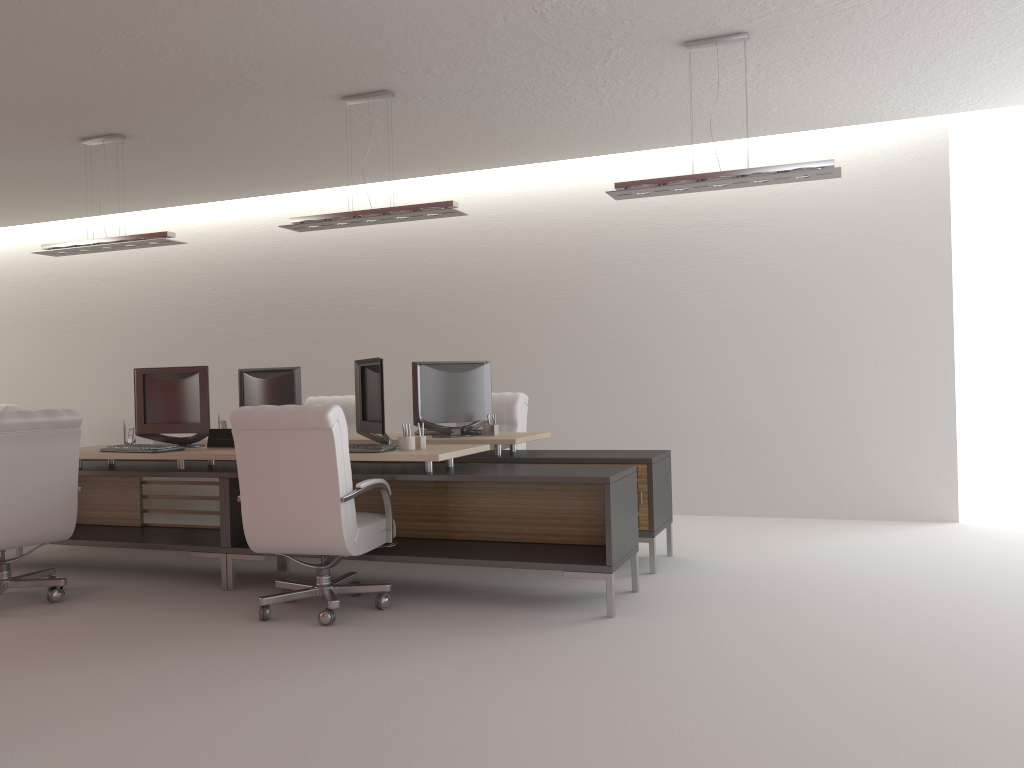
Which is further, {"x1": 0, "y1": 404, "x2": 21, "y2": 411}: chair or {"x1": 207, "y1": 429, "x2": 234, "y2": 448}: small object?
{"x1": 0, "y1": 404, "x2": 21, "y2": 411}: chair

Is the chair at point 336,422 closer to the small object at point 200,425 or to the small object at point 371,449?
the small object at point 371,449

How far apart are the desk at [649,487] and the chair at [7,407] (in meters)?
6.46

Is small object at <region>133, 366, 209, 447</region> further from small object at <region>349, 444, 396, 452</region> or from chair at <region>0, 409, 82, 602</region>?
small object at <region>349, 444, 396, 452</region>

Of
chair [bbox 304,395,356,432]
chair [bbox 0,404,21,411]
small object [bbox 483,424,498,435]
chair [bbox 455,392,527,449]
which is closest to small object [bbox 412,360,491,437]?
small object [bbox 483,424,498,435]

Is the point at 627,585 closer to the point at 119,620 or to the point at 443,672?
the point at 443,672

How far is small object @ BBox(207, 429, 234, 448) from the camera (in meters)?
8.17

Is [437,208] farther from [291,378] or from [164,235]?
[164,235]

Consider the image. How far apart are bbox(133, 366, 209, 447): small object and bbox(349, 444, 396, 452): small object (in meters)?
1.89

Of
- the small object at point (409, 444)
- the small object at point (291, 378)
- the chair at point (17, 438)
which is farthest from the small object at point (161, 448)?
the small object at point (409, 444)
